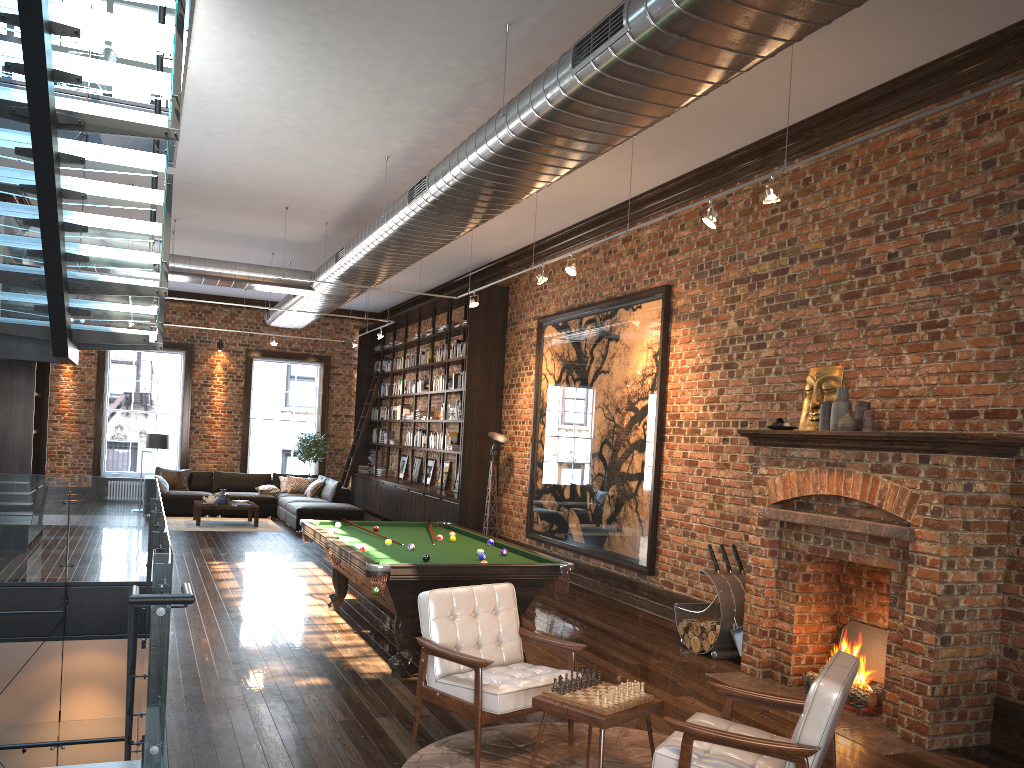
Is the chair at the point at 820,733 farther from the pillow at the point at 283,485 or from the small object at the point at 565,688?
the pillow at the point at 283,485

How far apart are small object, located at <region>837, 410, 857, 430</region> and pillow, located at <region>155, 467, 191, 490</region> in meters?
13.4

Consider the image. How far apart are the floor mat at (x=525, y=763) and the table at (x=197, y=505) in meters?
10.7

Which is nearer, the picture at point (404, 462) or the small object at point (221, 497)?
the small object at point (221, 497)

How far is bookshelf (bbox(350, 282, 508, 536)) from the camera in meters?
13.1 m

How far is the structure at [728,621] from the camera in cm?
721

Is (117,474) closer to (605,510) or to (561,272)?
(561,272)

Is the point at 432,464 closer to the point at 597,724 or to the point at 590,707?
the point at 590,707

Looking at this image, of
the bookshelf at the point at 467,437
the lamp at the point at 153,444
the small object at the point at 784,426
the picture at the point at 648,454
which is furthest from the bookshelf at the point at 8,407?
the small object at the point at 784,426

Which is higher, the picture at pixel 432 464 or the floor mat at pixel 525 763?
the picture at pixel 432 464
